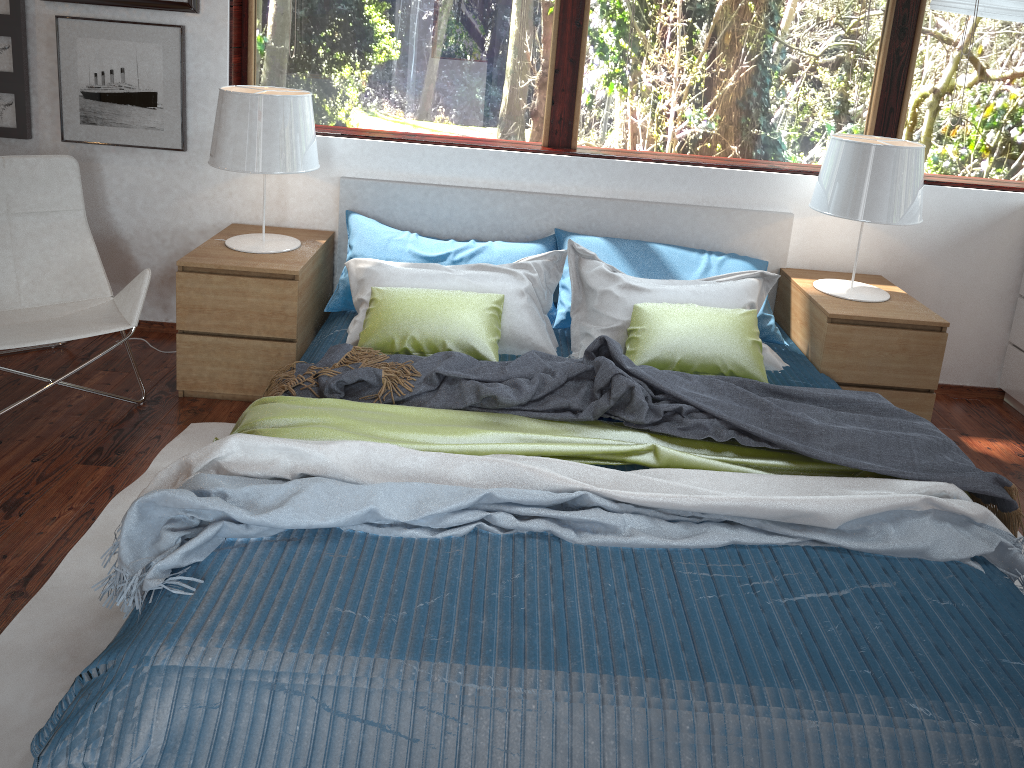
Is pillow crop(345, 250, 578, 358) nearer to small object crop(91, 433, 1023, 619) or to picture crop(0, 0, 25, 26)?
small object crop(91, 433, 1023, 619)

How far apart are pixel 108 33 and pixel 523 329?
2.0 meters

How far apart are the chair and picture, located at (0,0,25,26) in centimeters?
58cm

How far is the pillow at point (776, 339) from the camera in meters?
3.4 m

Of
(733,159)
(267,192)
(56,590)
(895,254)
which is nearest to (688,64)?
(733,159)

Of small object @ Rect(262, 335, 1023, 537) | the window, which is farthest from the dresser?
small object @ Rect(262, 335, 1023, 537)

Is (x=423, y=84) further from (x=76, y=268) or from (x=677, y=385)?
(x=677, y=385)

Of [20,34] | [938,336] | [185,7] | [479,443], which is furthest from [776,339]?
[20,34]

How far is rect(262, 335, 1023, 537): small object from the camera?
2.27m

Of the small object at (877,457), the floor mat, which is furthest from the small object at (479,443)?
the floor mat
